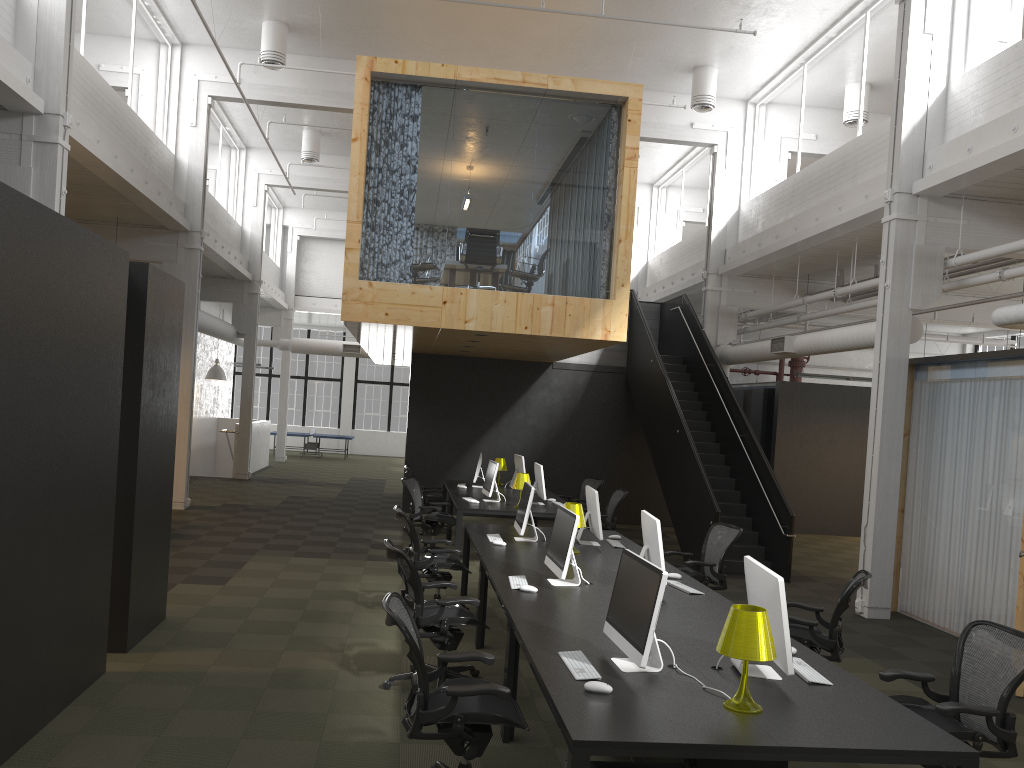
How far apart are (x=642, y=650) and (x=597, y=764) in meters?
0.5 m

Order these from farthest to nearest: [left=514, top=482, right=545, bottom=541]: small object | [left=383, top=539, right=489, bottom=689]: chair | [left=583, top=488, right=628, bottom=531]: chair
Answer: [left=583, top=488, right=628, bottom=531]: chair, [left=514, top=482, right=545, bottom=541]: small object, [left=383, top=539, right=489, bottom=689]: chair

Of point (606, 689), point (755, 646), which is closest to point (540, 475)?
point (606, 689)

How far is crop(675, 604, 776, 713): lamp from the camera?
3.65m

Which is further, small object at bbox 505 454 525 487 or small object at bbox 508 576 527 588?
small object at bbox 505 454 525 487

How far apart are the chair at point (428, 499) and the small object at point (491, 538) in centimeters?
527cm

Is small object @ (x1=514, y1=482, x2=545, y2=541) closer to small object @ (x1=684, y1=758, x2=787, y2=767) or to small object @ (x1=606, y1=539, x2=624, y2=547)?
small object @ (x1=606, y1=539, x2=624, y2=547)

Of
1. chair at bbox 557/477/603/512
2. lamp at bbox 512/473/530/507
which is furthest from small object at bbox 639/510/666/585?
chair at bbox 557/477/603/512

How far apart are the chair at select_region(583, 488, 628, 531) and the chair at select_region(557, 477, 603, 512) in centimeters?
134cm

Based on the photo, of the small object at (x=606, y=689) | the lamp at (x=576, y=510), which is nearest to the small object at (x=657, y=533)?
the lamp at (x=576, y=510)
